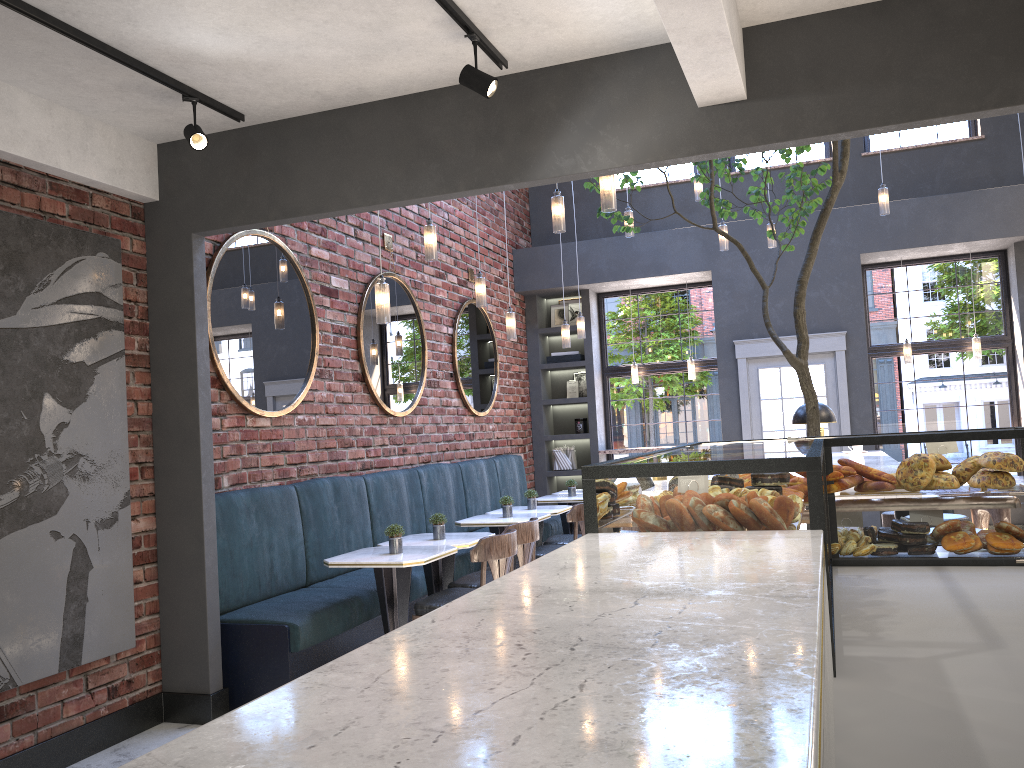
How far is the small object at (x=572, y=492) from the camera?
8.3 meters

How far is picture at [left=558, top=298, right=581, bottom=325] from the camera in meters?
10.8 m

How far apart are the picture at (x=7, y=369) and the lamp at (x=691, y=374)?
6.94m

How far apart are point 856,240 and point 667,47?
6.0m

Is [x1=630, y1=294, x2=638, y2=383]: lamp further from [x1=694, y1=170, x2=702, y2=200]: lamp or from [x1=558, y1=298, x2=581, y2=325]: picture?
[x1=694, y1=170, x2=702, y2=200]: lamp

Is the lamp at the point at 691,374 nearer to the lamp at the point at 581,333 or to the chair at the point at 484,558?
the lamp at the point at 581,333

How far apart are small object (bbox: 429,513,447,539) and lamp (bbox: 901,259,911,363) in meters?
6.1 m

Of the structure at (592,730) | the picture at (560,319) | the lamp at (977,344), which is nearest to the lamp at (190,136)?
the structure at (592,730)

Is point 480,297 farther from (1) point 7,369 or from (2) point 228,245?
(1) point 7,369

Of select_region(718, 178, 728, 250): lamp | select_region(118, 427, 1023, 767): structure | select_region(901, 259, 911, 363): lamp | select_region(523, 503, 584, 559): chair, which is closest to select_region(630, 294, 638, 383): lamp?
select_region(718, 178, 728, 250): lamp
